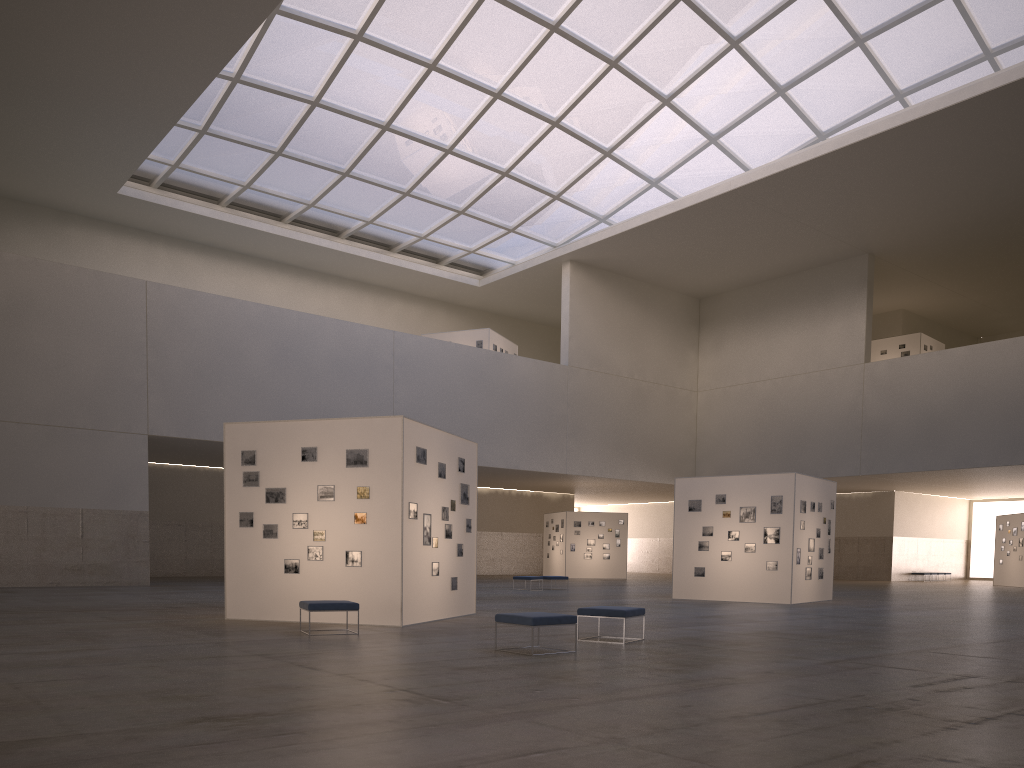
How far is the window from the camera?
41.4m

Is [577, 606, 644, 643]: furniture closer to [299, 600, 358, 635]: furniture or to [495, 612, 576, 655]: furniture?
[495, 612, 576, 655]: furniture

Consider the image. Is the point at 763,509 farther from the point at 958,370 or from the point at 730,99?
the point at 730,99

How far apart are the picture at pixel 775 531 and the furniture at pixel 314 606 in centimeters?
1804cm

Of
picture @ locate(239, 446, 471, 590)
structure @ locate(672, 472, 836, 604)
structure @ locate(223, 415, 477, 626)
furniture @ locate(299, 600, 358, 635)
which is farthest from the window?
furniture @ locate(299, 600, 358, 635)

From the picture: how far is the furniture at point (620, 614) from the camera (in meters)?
15.52

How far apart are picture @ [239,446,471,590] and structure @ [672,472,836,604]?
12.5m

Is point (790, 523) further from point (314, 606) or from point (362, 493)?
point (314, 606)

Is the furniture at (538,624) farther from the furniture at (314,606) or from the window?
the window

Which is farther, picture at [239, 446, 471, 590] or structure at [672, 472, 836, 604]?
structure at [672, 472, 836, 604]
